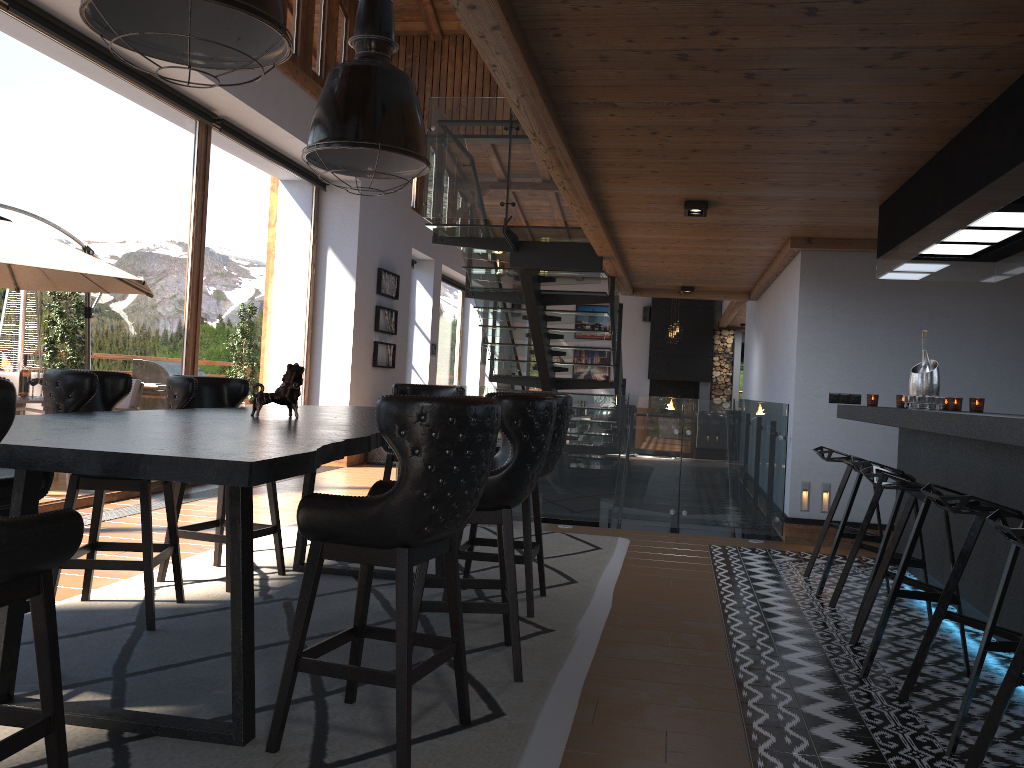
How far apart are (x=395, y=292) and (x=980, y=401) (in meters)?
8.74

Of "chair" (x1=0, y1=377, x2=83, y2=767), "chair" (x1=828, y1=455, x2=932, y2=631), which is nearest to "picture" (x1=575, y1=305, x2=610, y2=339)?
"chair" (x1=828, y1=455, x2=932, y2=631)

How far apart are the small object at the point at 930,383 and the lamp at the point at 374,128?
2.95m

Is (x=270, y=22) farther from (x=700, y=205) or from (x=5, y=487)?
(x=700, y=205)

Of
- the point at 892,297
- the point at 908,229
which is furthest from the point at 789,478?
the point at 908,229

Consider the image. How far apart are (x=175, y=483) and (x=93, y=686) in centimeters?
545cm

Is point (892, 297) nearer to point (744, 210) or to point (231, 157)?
point (744, 210)

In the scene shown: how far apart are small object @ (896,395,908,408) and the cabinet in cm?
21

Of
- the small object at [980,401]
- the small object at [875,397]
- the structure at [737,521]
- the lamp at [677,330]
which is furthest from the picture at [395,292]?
the small object at [980,401]

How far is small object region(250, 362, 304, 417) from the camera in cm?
383
